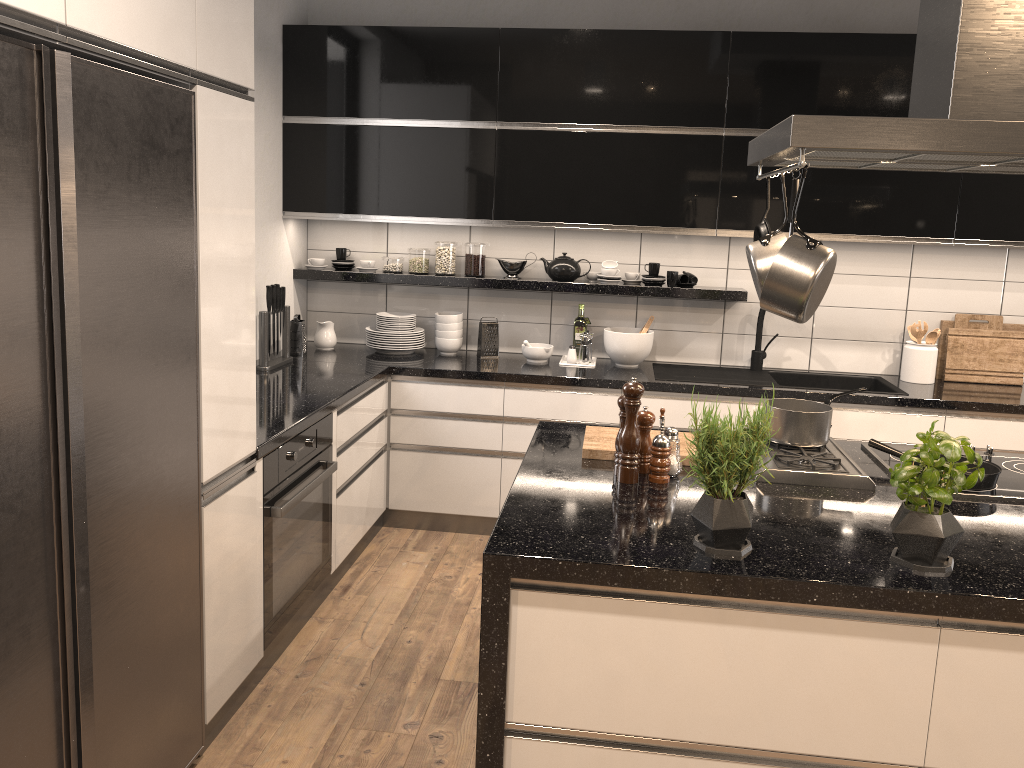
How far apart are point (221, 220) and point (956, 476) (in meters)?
1.86

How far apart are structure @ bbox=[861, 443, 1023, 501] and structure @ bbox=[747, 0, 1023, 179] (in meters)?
0.86

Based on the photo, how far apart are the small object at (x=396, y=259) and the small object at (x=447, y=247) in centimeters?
20cm

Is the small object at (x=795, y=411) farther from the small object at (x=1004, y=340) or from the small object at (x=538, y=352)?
the small object at (x=1004, y=340)

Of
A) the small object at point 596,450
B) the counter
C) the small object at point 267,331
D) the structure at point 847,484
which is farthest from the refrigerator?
the small object at point 267,331

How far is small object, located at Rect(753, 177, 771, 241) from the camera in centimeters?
267cm

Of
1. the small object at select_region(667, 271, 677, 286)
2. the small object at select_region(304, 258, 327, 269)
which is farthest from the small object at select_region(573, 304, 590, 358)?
the small object at select_region(304, 258, 327, 269)

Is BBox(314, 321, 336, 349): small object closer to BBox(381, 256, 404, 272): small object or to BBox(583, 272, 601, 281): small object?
BBox(381, 256, 404, 272): small object

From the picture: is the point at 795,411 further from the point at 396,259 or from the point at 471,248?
the point at 396,259

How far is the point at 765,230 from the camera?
2.67m
